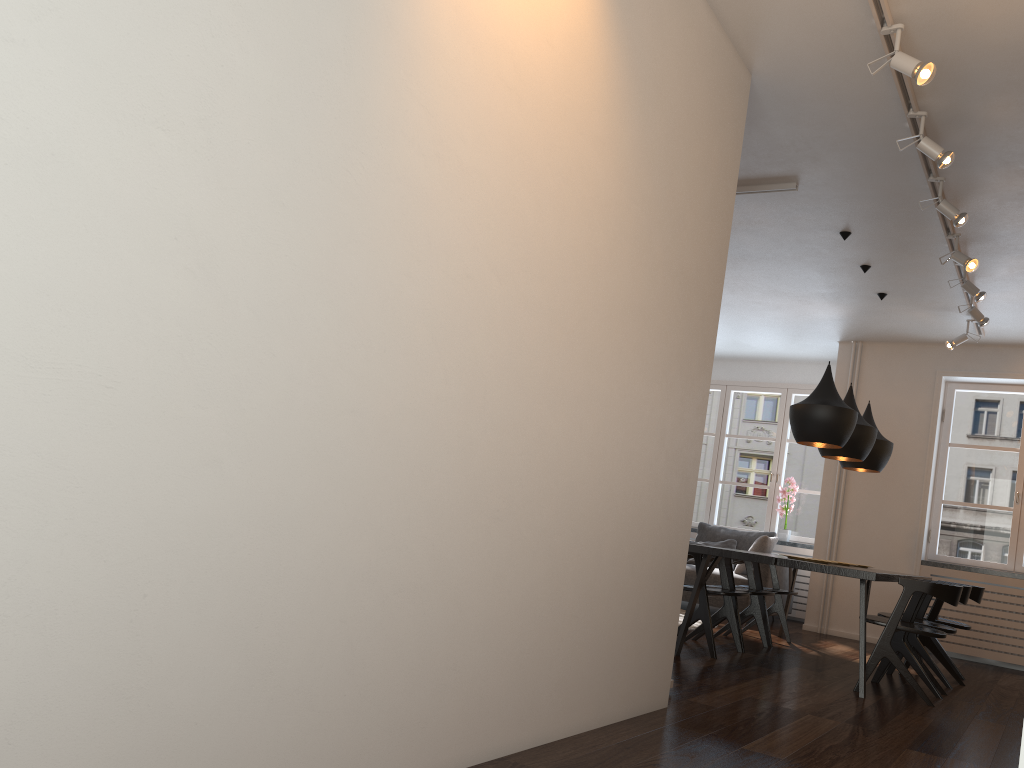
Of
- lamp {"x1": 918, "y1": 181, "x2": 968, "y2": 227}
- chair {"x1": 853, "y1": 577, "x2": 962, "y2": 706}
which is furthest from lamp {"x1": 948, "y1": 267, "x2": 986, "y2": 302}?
chair {"x1": 853, "y1": 577, "x2": 962, "y2": 706}

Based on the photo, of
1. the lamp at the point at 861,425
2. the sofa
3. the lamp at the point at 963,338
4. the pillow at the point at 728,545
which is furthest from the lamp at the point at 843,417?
the pillow at the point at 728,545

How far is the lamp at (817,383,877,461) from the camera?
5.97m

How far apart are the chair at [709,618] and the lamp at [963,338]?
2.8 meters

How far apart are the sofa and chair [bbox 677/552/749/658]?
2.2m

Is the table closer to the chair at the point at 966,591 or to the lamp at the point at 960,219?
the chair at the point at 966,591

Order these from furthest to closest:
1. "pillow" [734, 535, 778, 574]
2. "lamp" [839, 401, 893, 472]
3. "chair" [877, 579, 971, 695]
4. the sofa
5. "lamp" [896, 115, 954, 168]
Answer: "pillow" [734, 535, 778, 574] → the sofa → "lamp" [839, 401, 893, 472] → "chair" [877, 579, 971, 695] → "lamp" [896, 115, 954, 168]

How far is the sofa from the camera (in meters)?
7.98

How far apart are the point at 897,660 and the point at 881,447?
2.1m

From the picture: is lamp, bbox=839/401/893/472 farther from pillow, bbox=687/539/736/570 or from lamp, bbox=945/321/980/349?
pillow, bbox=687/539/736/570
